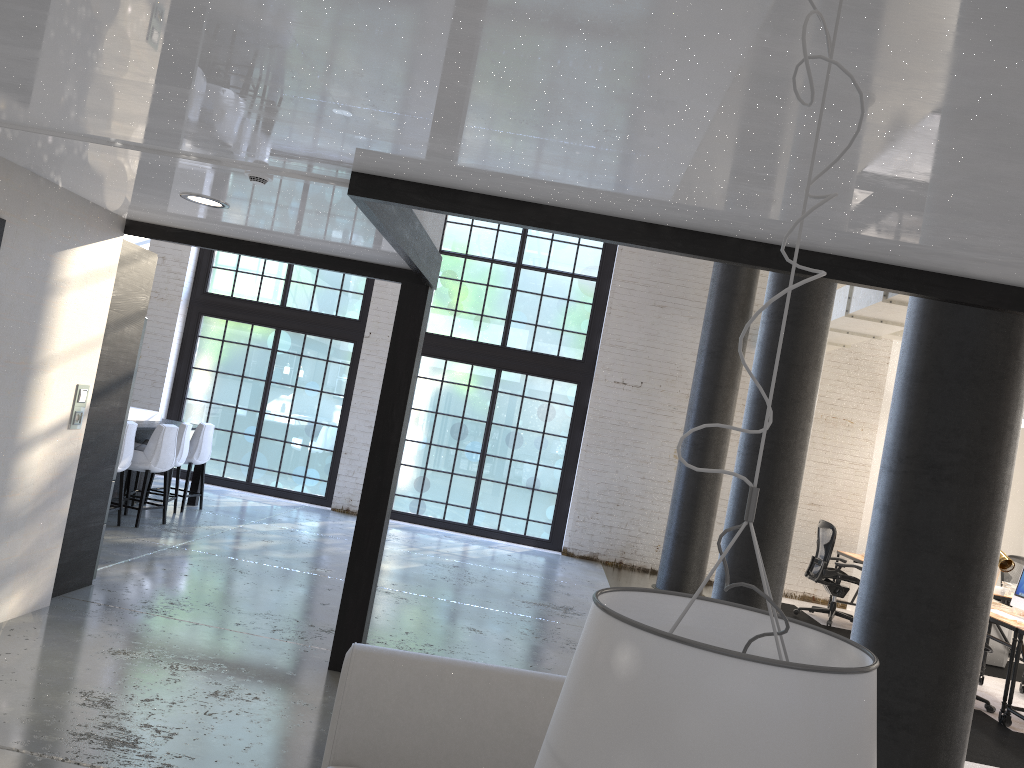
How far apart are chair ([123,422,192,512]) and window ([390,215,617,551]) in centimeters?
347cm

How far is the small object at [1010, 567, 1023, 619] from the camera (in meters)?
7.21

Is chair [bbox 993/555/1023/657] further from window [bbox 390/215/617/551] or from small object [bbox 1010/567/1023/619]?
window [bbox 390/215/617/551]

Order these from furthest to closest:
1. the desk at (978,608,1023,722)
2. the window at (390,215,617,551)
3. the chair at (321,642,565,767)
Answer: the window at (390,215,617,551) → the desk at (978,608,1023,722) → the chair at (321,642,565,767)

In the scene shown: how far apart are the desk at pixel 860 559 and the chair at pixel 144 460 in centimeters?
728cm

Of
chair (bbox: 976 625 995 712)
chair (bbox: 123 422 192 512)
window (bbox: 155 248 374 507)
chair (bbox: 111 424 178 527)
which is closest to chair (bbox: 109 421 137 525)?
chair (bbox: 111 424 178 527)

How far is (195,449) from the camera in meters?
9.2

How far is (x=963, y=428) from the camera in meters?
3.7

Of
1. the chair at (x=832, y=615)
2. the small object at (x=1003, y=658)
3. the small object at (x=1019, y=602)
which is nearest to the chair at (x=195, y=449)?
the chair at (x=832, y=615)

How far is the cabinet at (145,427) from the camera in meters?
8.2 m
